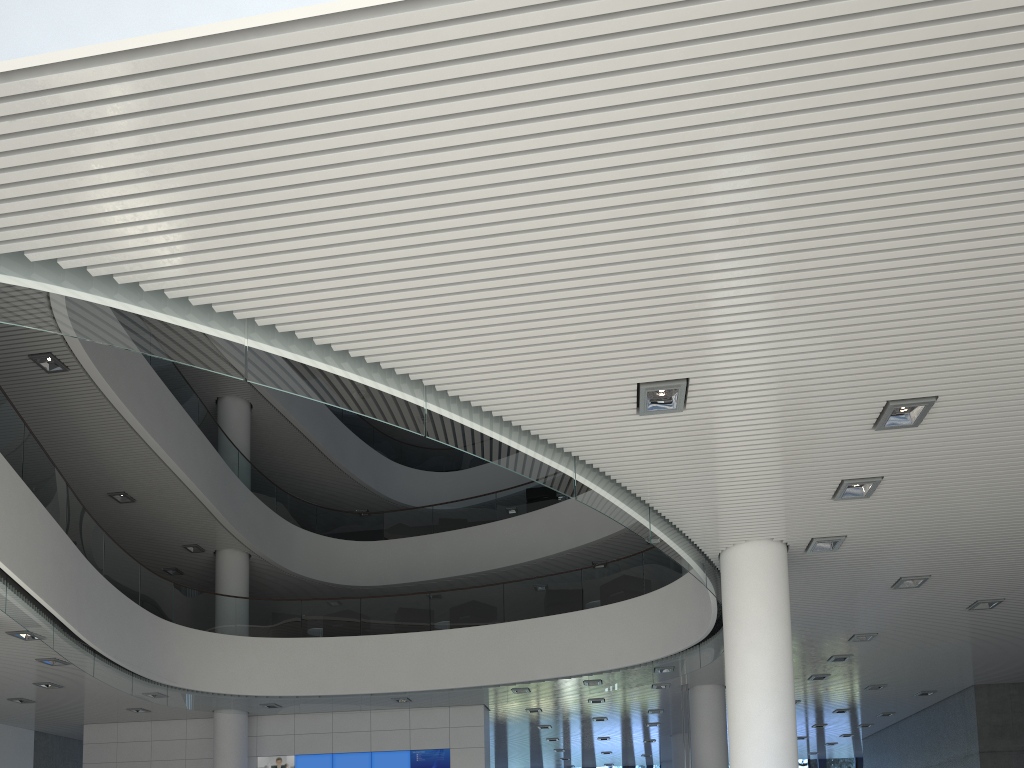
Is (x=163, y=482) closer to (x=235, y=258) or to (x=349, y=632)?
(x=349, y=632)

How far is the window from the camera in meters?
16.3

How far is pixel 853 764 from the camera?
16.31m

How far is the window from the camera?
16.3m
